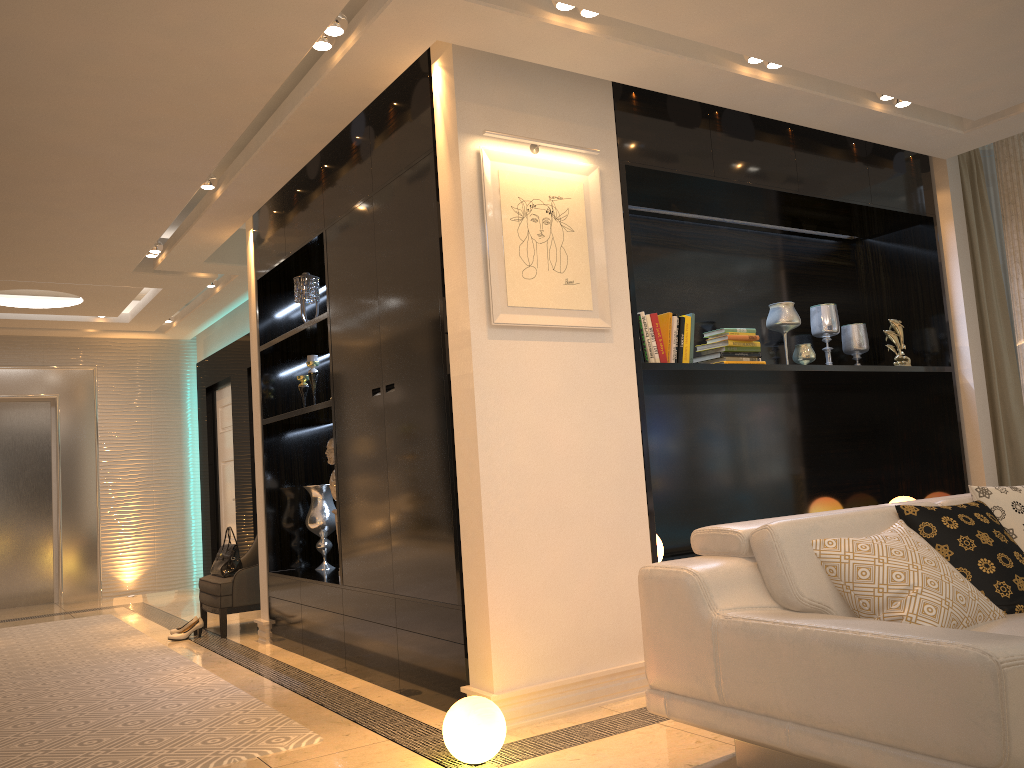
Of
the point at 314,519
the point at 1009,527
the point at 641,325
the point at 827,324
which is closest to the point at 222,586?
the point at 314,519

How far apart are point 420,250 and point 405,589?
1.5m

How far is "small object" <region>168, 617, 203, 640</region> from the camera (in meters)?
5.90

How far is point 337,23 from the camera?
3.3 meters

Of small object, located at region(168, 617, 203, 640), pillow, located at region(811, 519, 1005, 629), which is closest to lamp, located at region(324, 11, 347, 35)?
pillow, located at region(811, 519, 1005, 629)

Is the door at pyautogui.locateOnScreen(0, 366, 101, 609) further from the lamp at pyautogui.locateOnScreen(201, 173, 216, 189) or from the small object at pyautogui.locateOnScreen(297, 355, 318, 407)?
the lamp at pyautogui.locateOnScreen(201, 173, 216, 189)

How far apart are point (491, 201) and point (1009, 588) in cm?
228

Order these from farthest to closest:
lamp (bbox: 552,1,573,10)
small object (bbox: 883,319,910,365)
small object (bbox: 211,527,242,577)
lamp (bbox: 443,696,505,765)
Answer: small object (bbox: 211,527,242,577) < small object (bbox: 883,319,910,365) < lamp (bbox: 552,1,573,10) < lamp (bbox: 443,696,505,765)

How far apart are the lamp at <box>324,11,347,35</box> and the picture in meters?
0.7 m

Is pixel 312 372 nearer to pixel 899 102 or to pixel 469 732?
pixel 469 732
